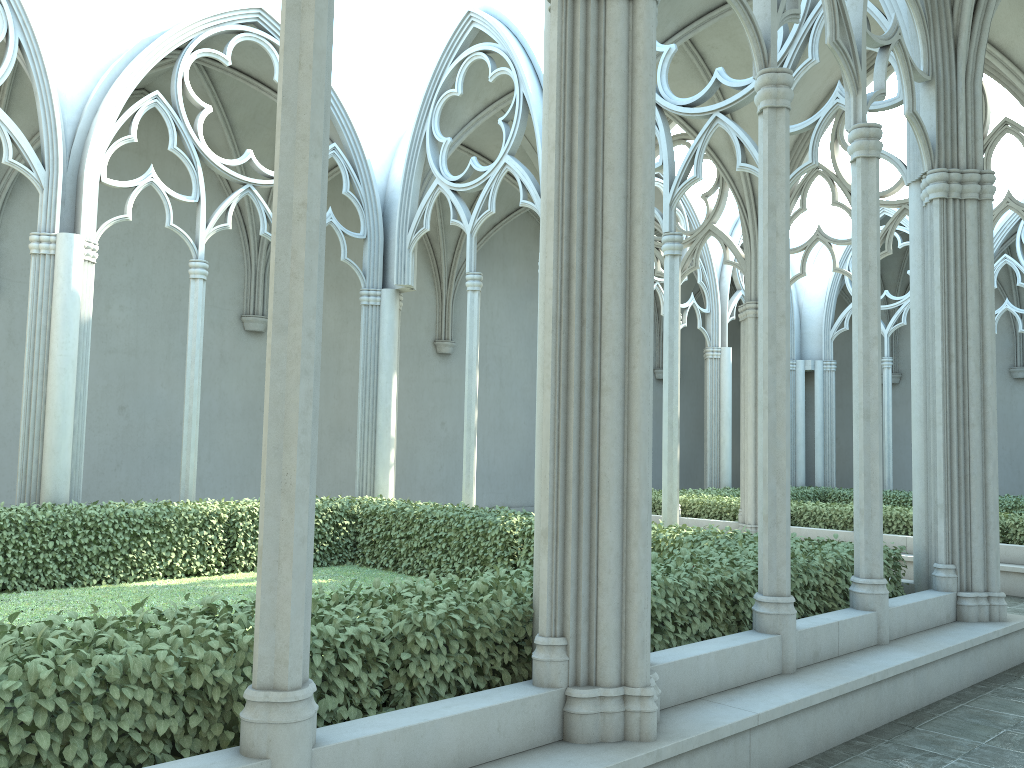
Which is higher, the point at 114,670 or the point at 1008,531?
the point at 114,670

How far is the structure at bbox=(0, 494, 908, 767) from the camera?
3.1 meters

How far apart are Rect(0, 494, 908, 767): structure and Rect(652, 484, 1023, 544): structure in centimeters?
524cm

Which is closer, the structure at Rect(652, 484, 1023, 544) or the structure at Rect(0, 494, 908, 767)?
the structure at Rect(0, 494, 908, 767)

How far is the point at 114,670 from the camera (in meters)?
3.05

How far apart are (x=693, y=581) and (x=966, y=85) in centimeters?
516cm

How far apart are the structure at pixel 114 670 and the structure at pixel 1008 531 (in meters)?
5.24

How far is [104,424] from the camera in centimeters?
1484cm

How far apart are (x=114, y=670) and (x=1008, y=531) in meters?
12.5

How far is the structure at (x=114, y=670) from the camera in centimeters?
305cm
